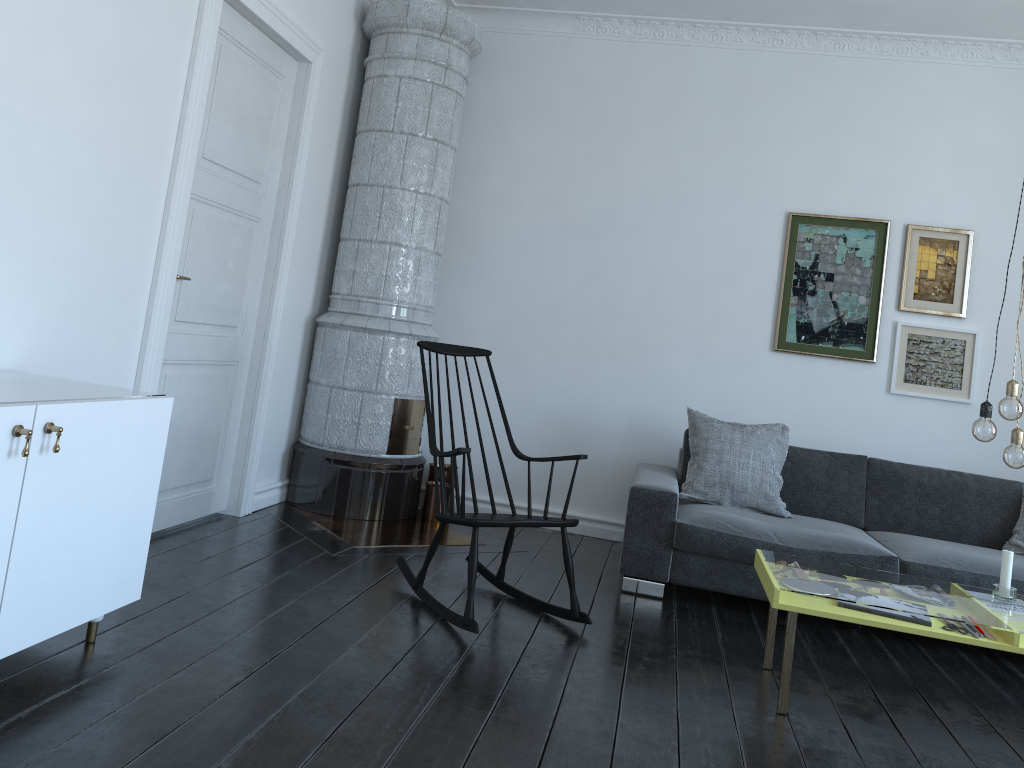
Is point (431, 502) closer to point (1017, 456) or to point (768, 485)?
point (768, 485)

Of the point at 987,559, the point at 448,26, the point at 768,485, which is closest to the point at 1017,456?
the point at 987,559

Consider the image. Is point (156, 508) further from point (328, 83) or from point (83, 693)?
point (328, 83)

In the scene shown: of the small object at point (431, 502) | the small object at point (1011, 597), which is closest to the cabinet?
the small object at point (431, 502)

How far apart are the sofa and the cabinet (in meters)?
2.16

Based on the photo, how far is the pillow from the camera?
4.4 meters

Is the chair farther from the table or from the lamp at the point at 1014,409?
the lamp at the point at 1014,409

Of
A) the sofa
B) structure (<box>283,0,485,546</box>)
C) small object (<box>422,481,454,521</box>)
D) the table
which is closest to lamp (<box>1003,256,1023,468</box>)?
the table

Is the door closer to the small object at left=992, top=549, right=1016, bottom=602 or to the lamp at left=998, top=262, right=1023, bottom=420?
the lamp at left=998, top=262, right=1023, bottom=420

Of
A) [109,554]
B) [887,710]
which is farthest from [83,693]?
[887,710]
